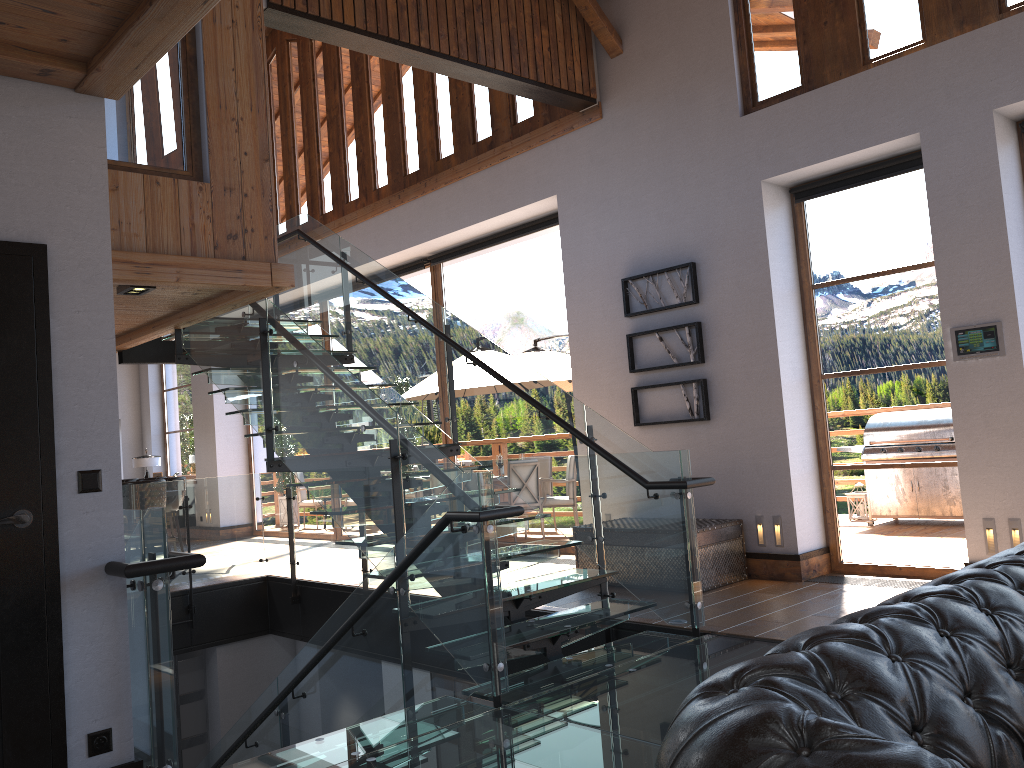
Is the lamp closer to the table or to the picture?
the picture

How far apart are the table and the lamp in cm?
1189

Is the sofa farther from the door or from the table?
the table

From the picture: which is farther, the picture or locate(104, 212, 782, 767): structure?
the picture

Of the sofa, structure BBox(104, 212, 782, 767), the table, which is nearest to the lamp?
structure BBox(104, 212, 782, 767)

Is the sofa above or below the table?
above

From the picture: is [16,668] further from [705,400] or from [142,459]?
[142,459]

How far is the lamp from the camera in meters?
15.8 m

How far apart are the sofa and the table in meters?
4.2

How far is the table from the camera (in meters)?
6.59
